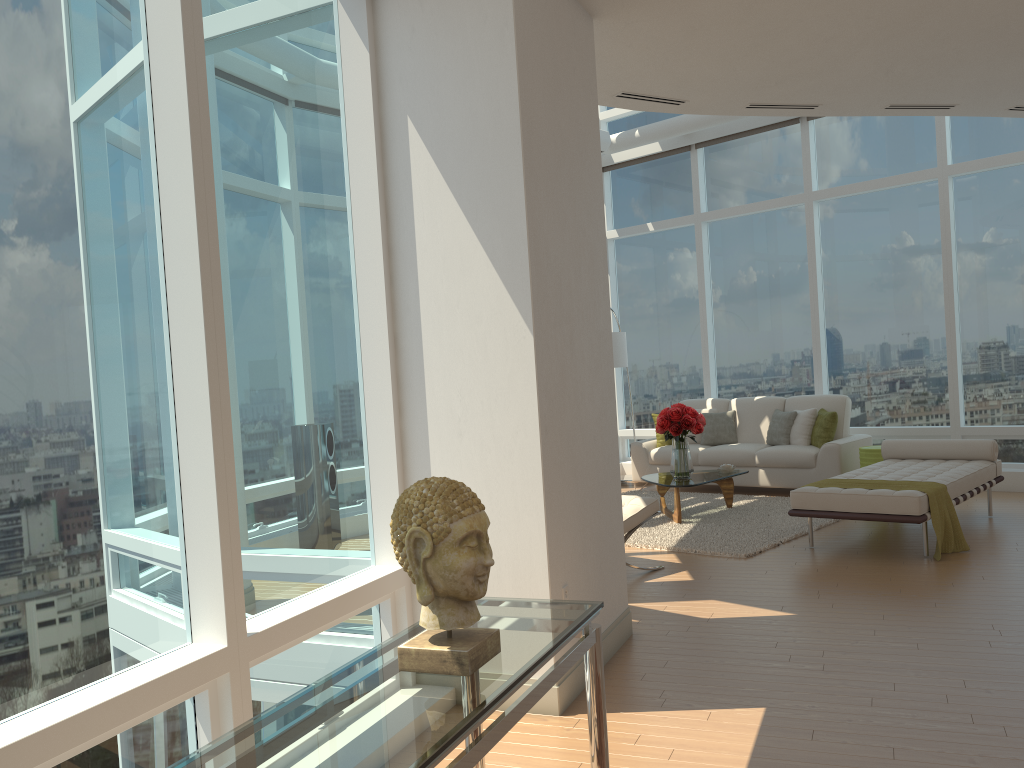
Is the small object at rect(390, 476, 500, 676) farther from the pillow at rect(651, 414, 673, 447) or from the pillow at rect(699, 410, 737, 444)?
the pillow at rect(651, 414, 673, 447)

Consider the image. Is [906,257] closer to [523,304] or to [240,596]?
[523,304]

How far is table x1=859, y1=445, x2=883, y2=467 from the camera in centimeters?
876cm

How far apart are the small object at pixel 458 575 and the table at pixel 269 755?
0.0m

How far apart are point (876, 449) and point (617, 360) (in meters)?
2.88

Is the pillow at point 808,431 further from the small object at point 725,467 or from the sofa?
the small object at point 725,467

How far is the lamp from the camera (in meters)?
10.03

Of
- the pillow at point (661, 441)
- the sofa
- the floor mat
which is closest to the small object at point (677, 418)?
the floor mat

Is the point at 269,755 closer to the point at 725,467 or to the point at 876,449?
the point at 725,467

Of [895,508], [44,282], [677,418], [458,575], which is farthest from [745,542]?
[44,282]
